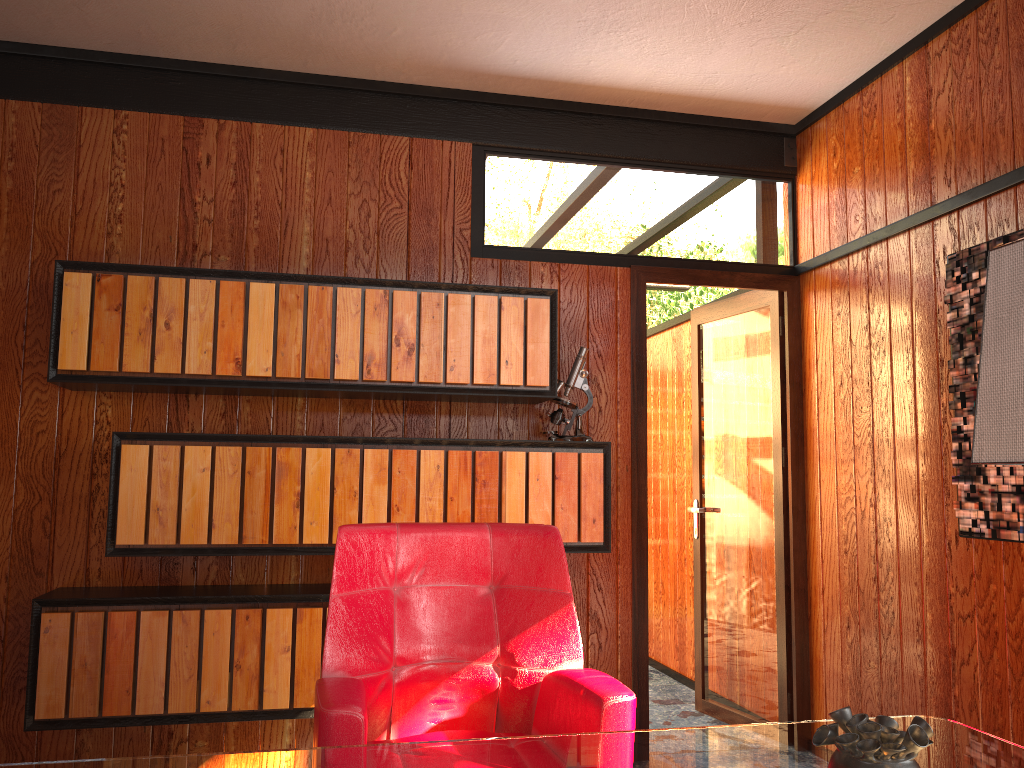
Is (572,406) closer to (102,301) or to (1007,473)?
(1007,473)

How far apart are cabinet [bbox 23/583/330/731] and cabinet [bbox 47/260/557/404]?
0.7 meters

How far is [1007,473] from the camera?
2.5 meters

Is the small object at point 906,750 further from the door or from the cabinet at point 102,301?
the door

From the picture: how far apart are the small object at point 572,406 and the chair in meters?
0.9

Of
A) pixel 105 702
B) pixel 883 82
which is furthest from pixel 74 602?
pixel 883 82

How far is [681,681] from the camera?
4.7m

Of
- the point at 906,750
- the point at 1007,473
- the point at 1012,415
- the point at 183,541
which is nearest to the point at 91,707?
the point at 183,541

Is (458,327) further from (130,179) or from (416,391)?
(130,179)

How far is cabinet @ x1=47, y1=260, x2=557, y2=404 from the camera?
2.8 meters
